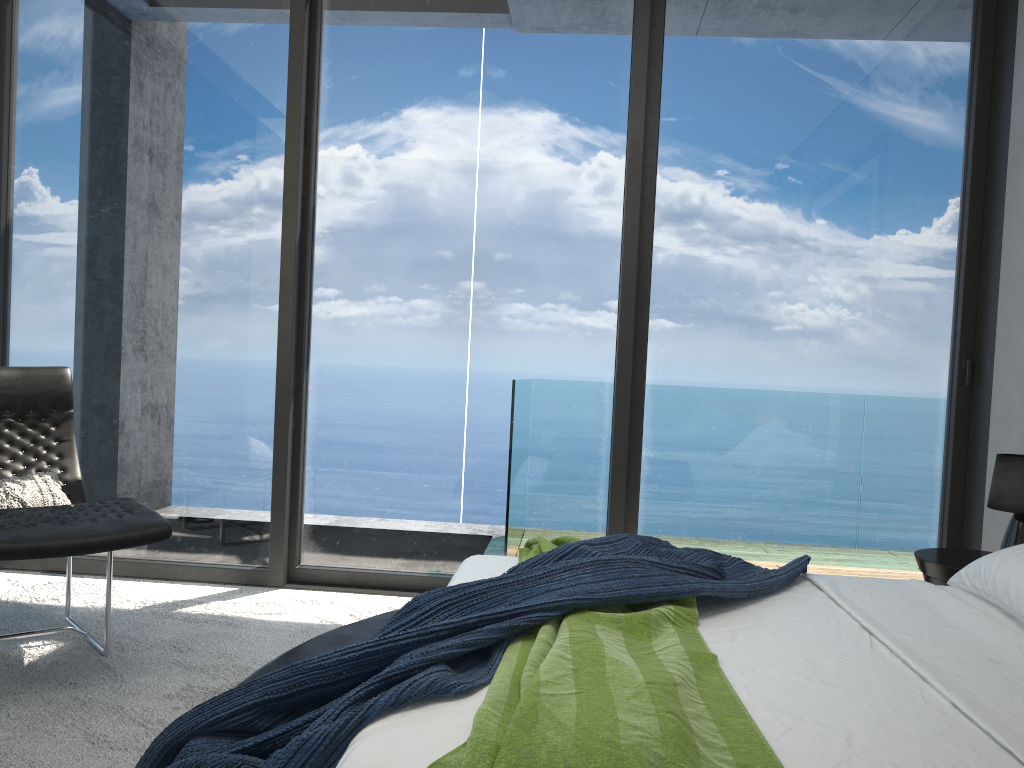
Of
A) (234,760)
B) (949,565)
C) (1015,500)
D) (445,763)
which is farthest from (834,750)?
(1015,500)

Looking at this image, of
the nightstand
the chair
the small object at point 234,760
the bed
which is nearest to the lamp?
the nightstand

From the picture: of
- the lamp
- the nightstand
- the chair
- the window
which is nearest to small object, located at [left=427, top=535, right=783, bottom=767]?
the chair

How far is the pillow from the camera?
3.0 meters

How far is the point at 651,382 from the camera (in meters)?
4.21

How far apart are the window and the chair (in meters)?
0.59

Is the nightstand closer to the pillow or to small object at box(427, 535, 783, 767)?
small object at box(427, 535, 783, 767)

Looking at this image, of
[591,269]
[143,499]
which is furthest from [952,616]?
[143,499]

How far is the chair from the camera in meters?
2.5

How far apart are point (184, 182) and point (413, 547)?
2.0 meters
